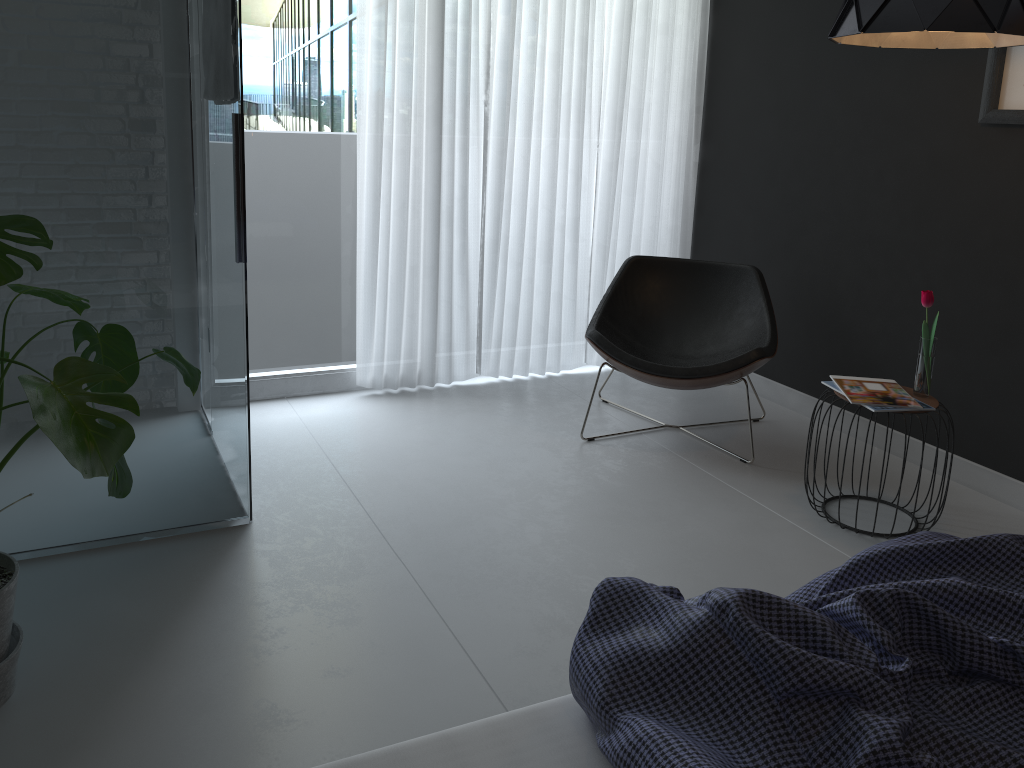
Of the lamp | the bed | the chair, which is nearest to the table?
the chair

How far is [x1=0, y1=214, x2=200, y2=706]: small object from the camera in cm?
153

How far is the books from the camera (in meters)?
2.81

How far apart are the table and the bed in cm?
141

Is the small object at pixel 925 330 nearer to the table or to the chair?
the table

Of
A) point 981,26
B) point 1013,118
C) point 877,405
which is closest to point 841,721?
point 877,405

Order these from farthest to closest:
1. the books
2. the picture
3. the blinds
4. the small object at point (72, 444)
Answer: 1. the blinds
2. the picture
3. the books
4. the small object at point (72, 444)

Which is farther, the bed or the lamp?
the lamp

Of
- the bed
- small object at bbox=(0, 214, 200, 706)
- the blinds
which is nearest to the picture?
the blinds

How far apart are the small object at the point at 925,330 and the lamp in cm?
78
